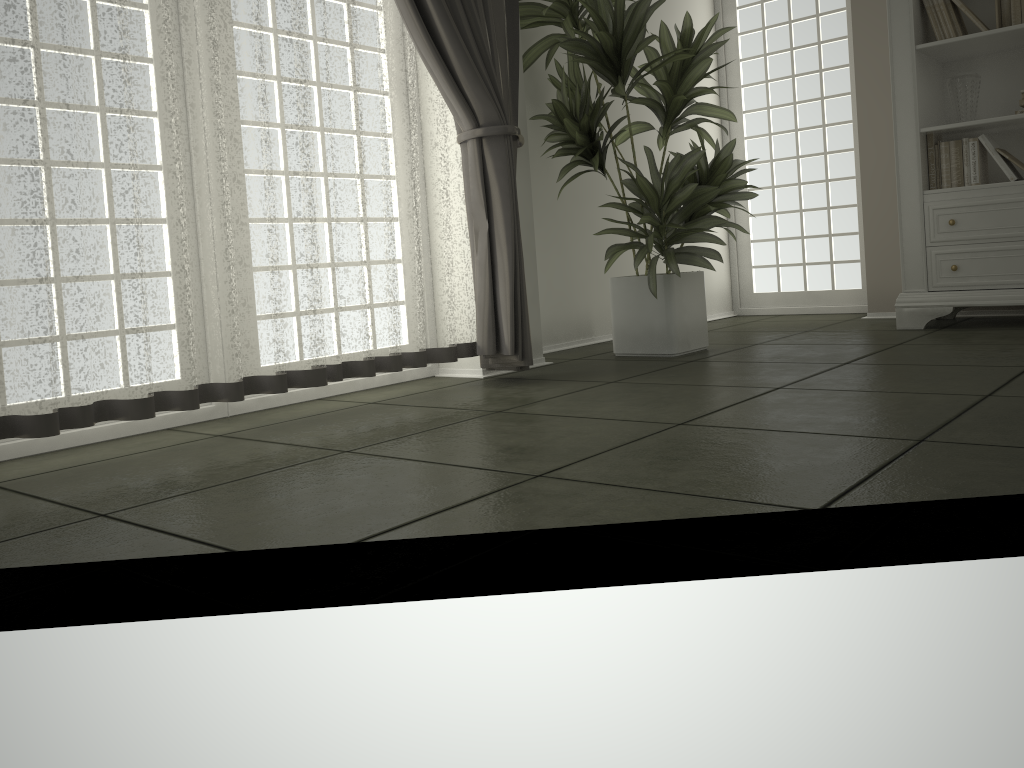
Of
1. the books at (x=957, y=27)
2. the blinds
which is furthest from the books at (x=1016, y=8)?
the blinds

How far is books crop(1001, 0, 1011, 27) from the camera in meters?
3.9

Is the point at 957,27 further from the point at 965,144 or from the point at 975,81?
the point at 965,144

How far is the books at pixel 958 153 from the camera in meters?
4.1

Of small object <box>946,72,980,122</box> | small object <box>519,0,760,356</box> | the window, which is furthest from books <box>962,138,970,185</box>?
the window

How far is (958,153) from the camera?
4.1m

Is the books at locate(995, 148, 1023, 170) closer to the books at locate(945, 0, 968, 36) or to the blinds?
the books at locate(945, 0, 968, 36)

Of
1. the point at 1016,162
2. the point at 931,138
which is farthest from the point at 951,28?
the point at 1016,162

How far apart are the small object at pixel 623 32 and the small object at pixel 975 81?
1.1m

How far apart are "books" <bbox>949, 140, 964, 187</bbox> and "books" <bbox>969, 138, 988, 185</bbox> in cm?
5
